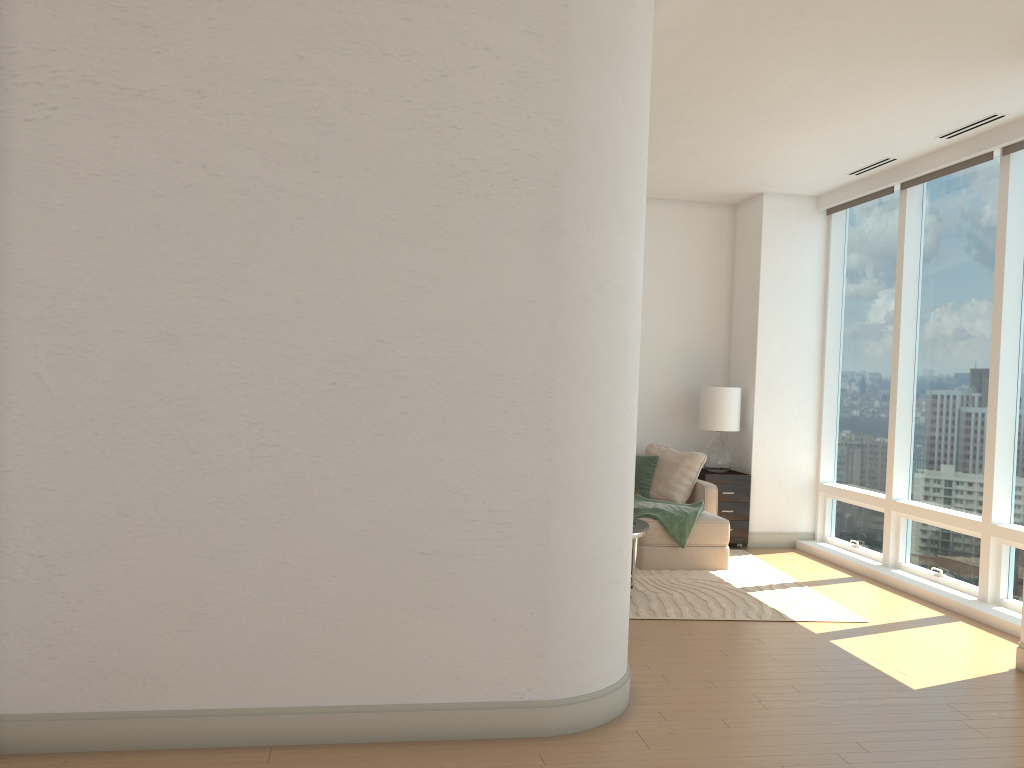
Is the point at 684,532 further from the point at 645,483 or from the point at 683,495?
the point at 645,483

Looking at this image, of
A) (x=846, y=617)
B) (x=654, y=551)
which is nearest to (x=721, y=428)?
(x=654, y=551)

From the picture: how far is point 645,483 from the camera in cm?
815

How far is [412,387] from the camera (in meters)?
3.68

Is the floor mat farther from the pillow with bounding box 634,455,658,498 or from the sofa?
the pillow with bounding box 634,455,658,498

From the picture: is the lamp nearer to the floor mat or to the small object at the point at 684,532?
the floor mat

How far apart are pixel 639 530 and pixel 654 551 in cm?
119

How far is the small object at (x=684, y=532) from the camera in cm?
721

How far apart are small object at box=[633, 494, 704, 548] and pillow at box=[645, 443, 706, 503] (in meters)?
0.34

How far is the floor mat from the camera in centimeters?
595cm
